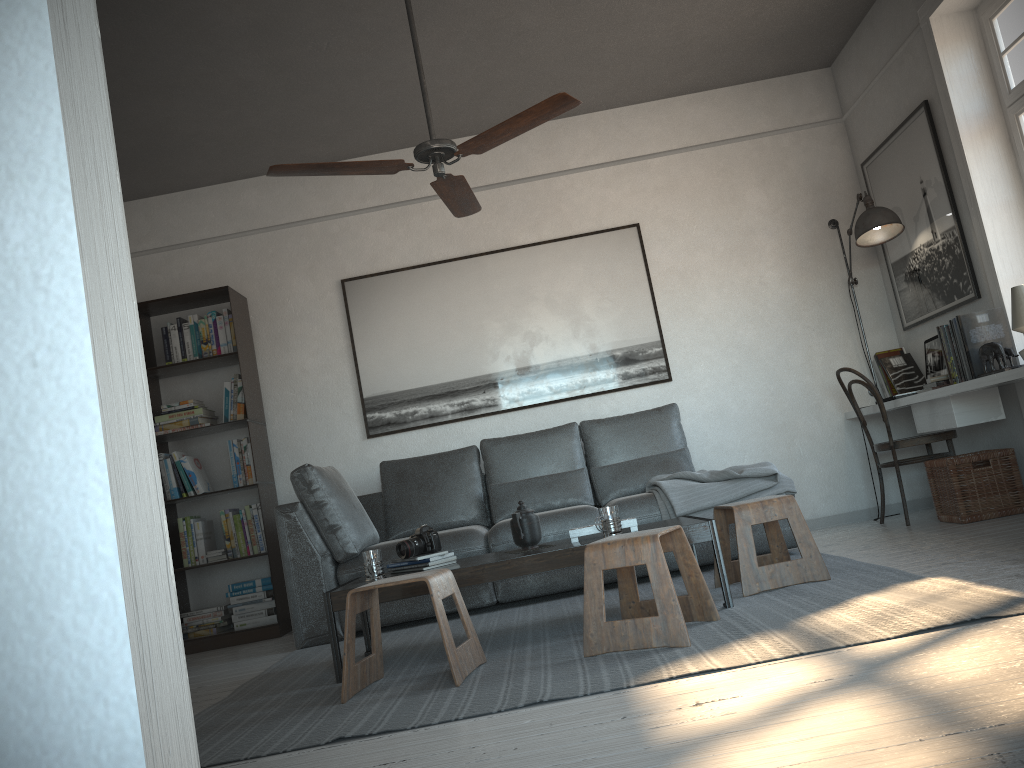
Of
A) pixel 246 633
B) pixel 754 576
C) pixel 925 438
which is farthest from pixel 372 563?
pixel 925 438

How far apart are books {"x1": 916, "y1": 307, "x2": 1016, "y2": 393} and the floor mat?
1.10m

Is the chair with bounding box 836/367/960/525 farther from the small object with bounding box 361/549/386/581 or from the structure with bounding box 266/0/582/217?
the small object with bounding box 361/549/386/581

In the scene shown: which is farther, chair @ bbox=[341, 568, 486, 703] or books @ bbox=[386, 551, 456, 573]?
books @ bbox=[386, 551, 456, 573]

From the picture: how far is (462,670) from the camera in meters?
2.8

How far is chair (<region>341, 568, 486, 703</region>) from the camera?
2.8m

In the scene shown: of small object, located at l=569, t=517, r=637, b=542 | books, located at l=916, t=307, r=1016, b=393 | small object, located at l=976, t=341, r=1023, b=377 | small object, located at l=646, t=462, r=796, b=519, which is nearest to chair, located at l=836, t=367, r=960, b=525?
books, located at l=916, t=307, r=1016, b=393

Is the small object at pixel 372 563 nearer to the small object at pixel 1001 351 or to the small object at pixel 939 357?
the small object at pixel 1001 351

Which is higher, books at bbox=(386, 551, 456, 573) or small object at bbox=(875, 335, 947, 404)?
small object at bbox=(875, 335, 947, 404)

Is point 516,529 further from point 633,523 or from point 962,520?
point 962,520
